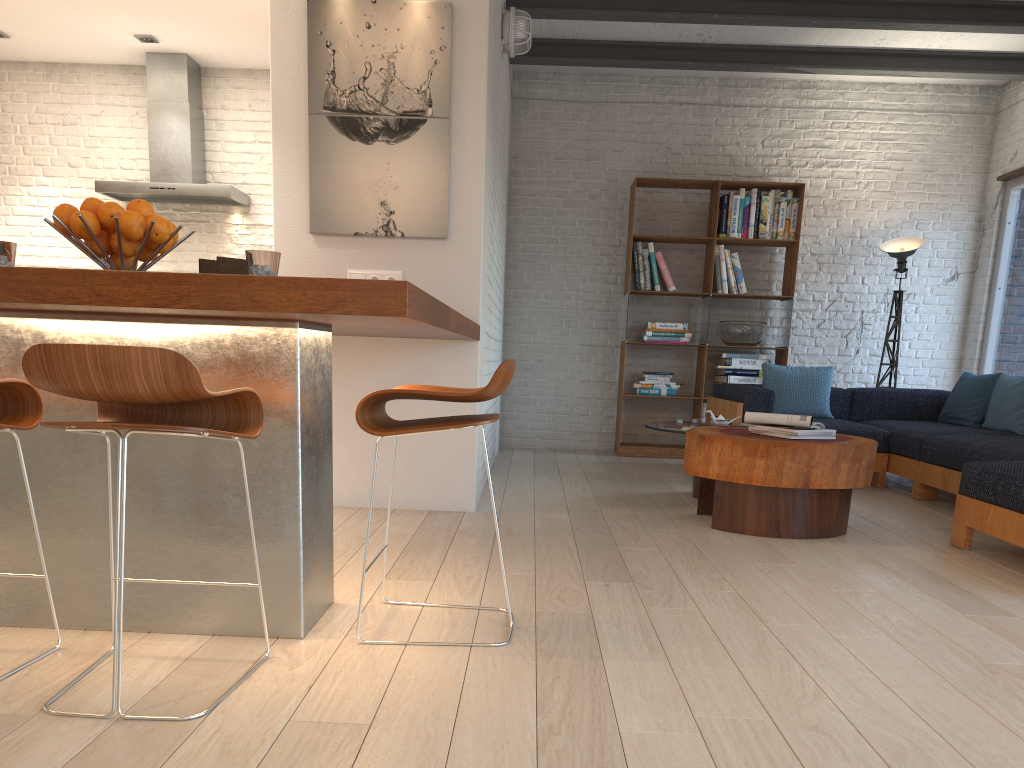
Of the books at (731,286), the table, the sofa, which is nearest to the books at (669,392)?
the sofa

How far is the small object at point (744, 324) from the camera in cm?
722

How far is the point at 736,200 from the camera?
7.22m

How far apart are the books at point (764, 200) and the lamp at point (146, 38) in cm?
487

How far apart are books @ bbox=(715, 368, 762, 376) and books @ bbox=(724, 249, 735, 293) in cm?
67

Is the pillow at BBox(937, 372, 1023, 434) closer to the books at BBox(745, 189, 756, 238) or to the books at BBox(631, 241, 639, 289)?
the books at BBox(745, 189, 756, 238)

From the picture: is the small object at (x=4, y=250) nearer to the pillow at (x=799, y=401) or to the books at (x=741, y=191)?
the pillow at (x=799, y=401)

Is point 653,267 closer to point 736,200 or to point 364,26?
point 736,200

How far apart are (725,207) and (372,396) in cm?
562

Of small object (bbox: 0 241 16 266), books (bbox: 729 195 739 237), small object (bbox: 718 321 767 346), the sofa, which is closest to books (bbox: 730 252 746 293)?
books (bbox: 729 195 739 237)
